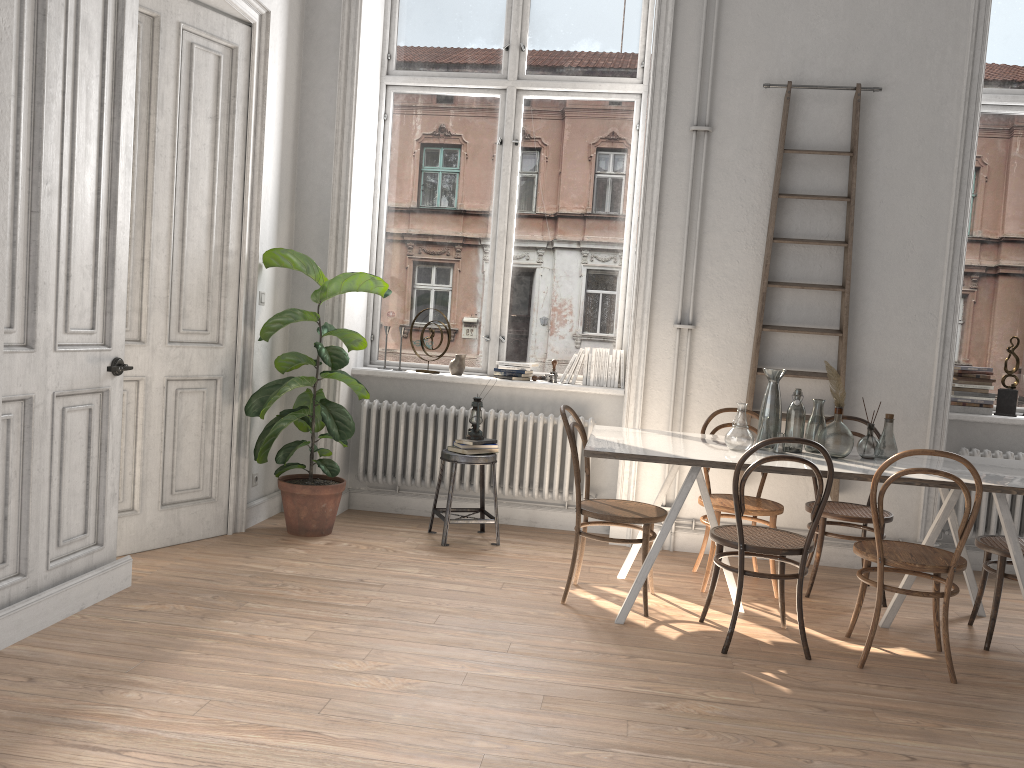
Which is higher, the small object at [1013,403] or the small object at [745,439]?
the small object at [1013,403]

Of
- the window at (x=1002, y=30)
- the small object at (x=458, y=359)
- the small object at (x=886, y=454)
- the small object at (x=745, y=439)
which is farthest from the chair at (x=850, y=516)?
the small object at (x=458, y=359)

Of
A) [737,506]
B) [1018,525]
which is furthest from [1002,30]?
[737,506]

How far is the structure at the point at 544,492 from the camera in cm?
556

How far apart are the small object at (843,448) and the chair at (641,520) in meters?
0.8 m

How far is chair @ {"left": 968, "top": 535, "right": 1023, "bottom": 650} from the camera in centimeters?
391cm

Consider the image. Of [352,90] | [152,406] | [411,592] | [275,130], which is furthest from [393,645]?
[352,90]

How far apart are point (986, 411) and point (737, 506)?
2.61m

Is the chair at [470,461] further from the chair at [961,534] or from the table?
the chair at [961,534]

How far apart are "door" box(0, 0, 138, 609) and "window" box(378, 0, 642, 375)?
2.4 meters
